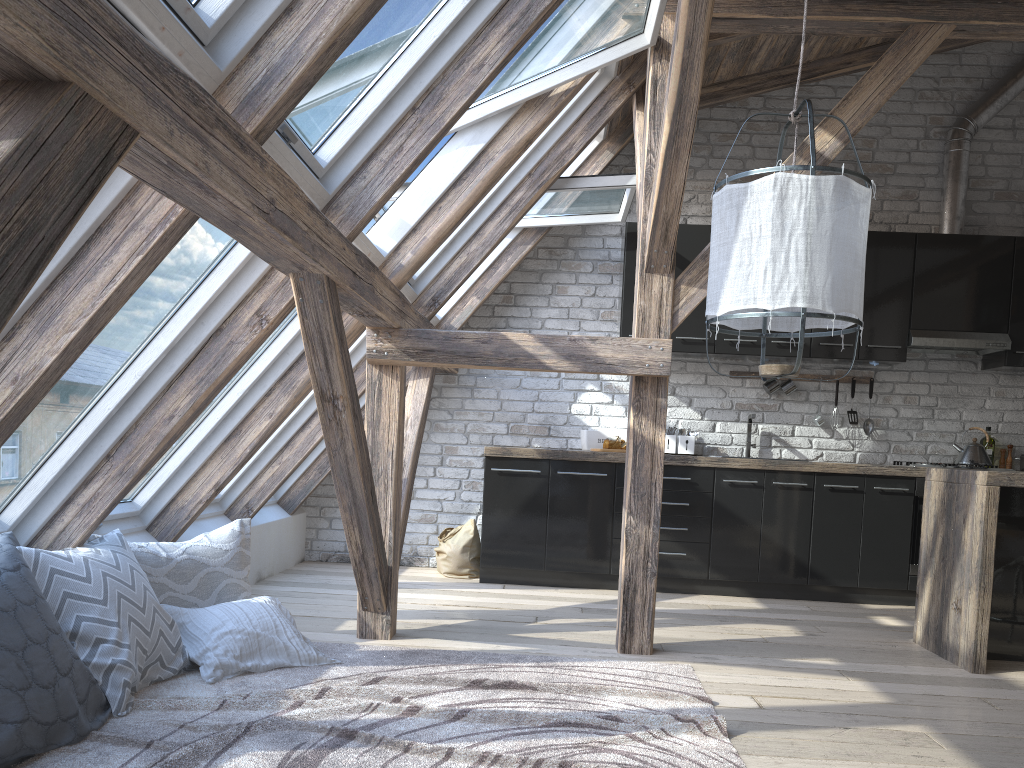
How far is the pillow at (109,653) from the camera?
2.6m

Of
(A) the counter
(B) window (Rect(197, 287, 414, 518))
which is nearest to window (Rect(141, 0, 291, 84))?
(B) window (Rect(197, 287, 414, 518))

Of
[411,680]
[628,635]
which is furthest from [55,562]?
[628,635]

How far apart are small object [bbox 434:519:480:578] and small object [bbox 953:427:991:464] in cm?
303

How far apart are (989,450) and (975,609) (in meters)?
2.47

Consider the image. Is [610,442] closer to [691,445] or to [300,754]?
[691,445]

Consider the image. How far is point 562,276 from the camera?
6.00m

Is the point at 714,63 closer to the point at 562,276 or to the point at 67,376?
the point at 562,276

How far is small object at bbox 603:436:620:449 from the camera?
5.4 meters

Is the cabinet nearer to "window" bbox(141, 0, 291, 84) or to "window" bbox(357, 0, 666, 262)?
"window" bbox(357, 0, 666, 262)
